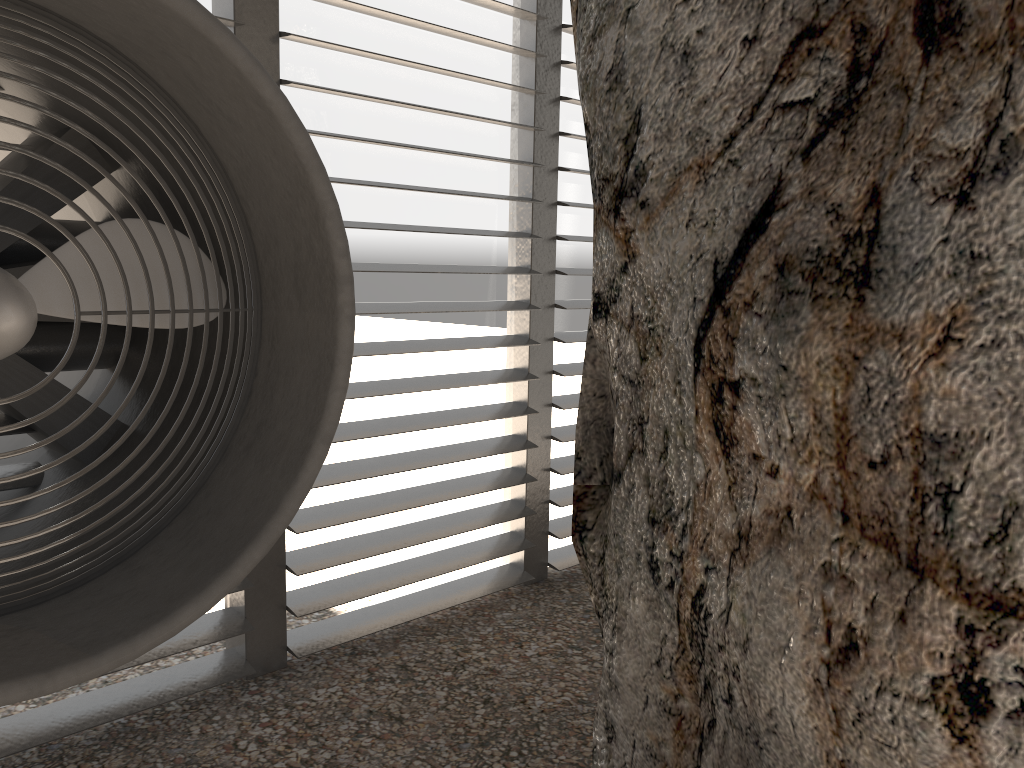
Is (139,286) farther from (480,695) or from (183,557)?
(480,695)
